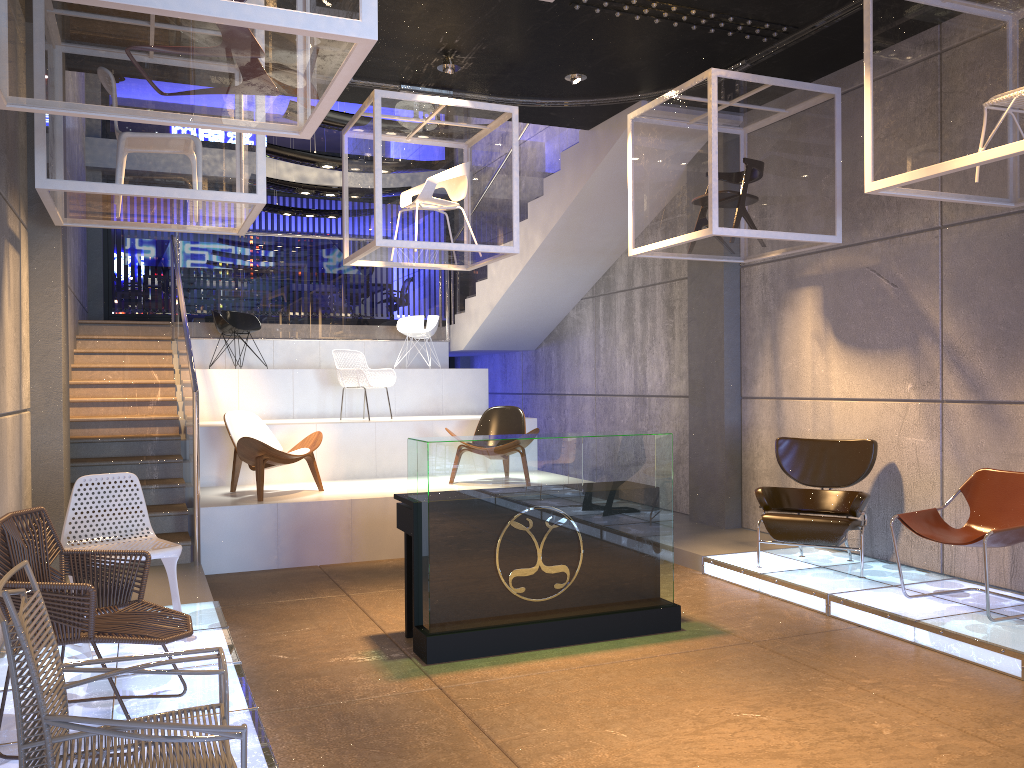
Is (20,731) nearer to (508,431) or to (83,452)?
(83,452)

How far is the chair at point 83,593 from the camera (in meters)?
3.29

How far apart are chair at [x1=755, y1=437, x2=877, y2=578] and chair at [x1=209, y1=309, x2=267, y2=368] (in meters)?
6.70

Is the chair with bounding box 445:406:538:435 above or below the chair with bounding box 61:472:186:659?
above

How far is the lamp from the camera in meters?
7.3

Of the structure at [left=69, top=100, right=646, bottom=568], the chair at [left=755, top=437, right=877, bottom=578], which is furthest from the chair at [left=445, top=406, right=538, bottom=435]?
the chair at [left=755, top=437, right=877, bottom=578]

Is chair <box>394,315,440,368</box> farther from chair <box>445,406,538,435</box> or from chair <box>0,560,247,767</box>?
chair <box>0,560,247,767</box>

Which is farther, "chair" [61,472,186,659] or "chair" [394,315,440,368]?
"chair" [394,315,440,368]

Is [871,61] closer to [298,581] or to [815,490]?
[815,490]

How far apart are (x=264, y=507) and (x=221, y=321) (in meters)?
4.15
